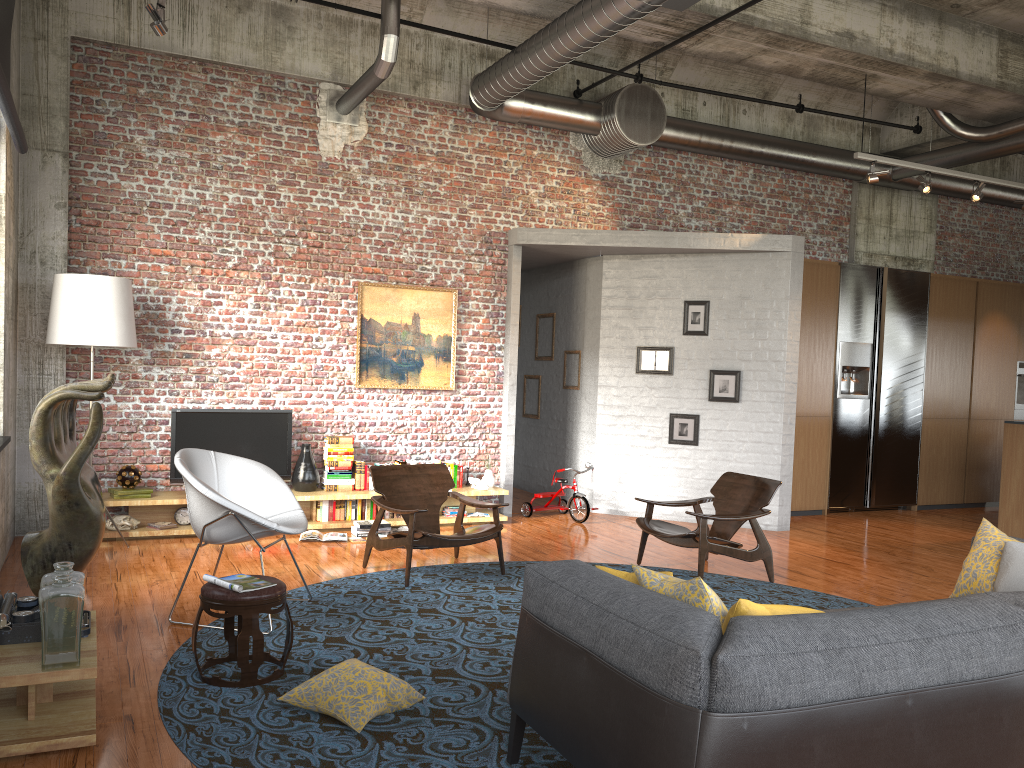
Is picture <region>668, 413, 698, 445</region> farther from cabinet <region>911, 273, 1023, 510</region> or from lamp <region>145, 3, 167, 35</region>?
lamp <region>145, 3, 167, 35</region>

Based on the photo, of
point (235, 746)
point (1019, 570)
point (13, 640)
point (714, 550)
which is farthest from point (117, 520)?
point (1019, 570)

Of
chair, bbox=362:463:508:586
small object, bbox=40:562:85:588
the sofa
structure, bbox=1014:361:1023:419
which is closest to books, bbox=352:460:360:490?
chair, bbox=362:463:508:586

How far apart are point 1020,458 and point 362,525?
6.9 meters

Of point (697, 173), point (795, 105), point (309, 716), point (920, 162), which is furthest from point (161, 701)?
point (920, 162)

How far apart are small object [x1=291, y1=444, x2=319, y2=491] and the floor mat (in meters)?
2.04

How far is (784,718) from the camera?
2.49m

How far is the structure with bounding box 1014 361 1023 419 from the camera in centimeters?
1206cm

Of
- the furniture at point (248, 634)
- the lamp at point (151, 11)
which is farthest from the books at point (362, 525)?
the lamp at point (151, 11)

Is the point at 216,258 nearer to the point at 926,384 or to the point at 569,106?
the point at 569,106
